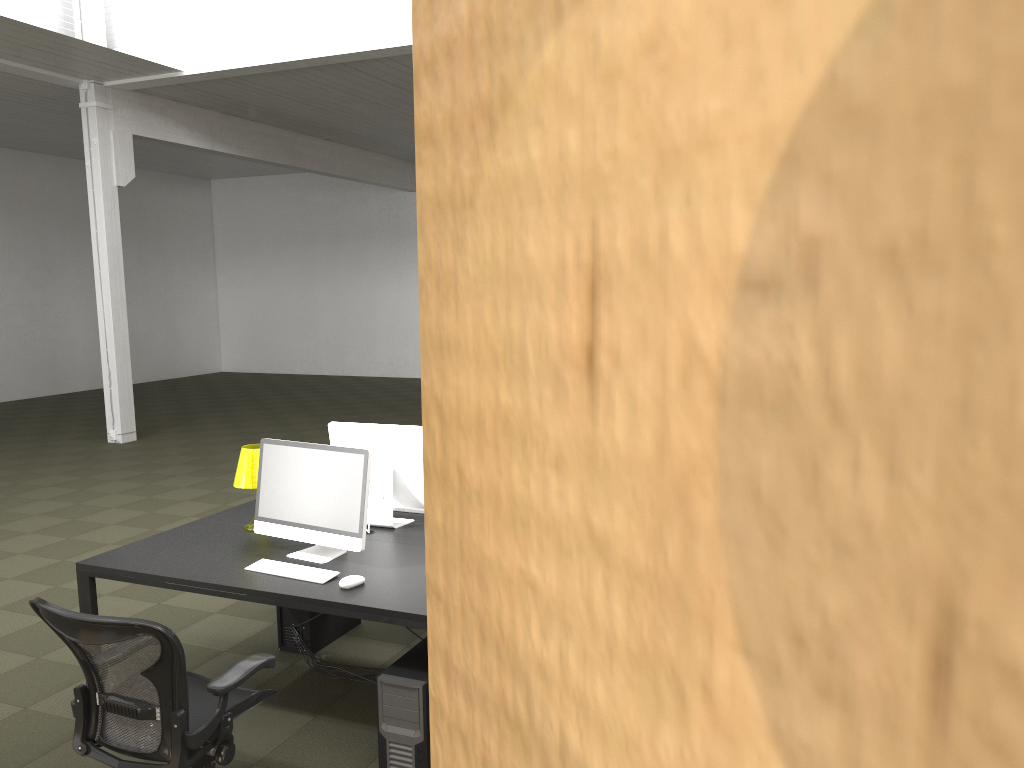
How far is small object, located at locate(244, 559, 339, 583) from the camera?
3.7 meters

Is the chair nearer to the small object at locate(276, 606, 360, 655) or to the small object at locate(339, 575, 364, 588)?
the small object at locate(339, 575, 364, 588)

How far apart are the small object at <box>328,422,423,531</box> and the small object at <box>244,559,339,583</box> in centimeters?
64cm

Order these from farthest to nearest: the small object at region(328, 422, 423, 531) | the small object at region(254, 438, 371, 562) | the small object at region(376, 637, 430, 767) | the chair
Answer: the small object at region(328, 422, 423, 531) → the small object at region(254, 438, 371, 562) → the small object at region(376, 637, 430, 767) → the chair

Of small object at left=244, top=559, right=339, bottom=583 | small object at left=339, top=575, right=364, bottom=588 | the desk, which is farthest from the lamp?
small object at left=339, top=575, right=364, bottom=588

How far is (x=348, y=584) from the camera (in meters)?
3.57

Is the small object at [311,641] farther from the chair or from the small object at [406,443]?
the chair

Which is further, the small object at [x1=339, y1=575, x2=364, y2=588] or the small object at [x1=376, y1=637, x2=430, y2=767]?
the small object at [x1=339, y1=575, x2=364, y2=588]

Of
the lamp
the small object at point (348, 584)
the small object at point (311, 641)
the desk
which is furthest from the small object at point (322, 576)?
the small object at point (311, 641)

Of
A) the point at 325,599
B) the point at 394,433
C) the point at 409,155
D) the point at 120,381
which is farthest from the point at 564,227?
the point at 409,155
